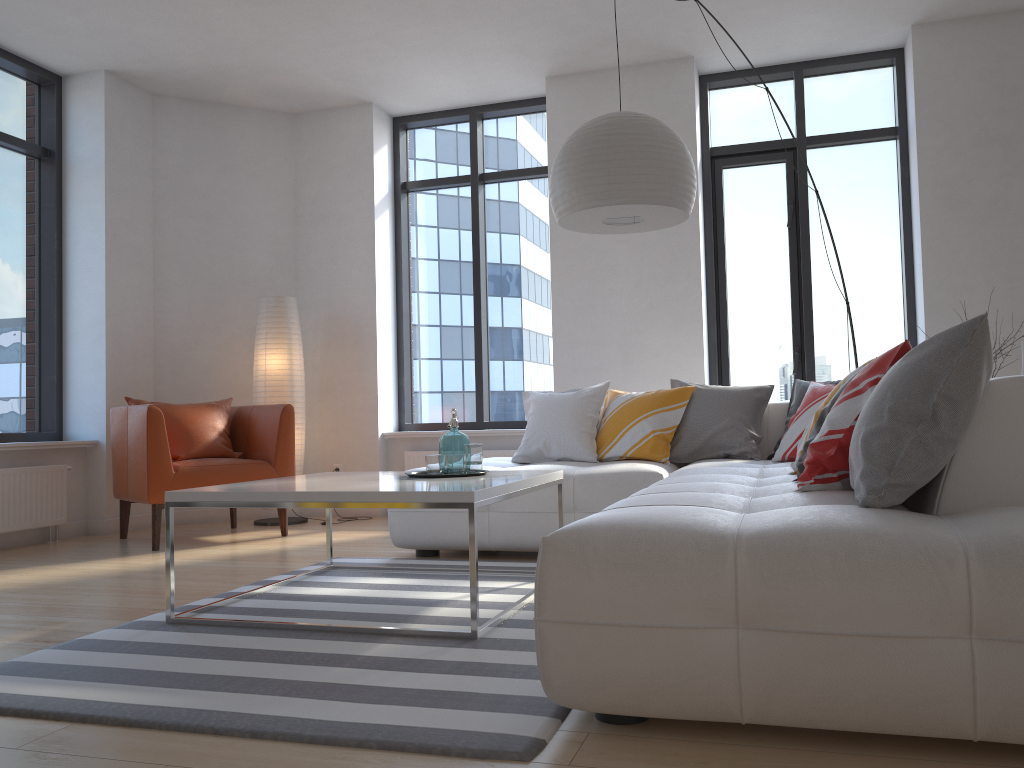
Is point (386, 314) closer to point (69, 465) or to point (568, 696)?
point (69, 465)

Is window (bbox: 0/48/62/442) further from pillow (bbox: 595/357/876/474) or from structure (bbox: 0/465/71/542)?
pillow (bbox: 595/357/876/474)

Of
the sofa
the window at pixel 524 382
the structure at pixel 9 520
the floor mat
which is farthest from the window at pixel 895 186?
the structure at pixel 9 520

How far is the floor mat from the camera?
1.9 meters

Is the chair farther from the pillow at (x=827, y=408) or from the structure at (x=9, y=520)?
the pillow at (x=827, y=408)

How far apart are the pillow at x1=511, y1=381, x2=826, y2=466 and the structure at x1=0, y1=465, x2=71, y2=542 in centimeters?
278cm

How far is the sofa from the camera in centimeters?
162cm

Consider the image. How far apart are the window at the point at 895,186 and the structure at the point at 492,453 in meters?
1.5 m

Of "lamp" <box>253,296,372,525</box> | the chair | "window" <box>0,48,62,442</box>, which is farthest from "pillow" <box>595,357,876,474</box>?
"window" <box>0,48,62,442</box>

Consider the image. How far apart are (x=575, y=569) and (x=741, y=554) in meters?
0.3
